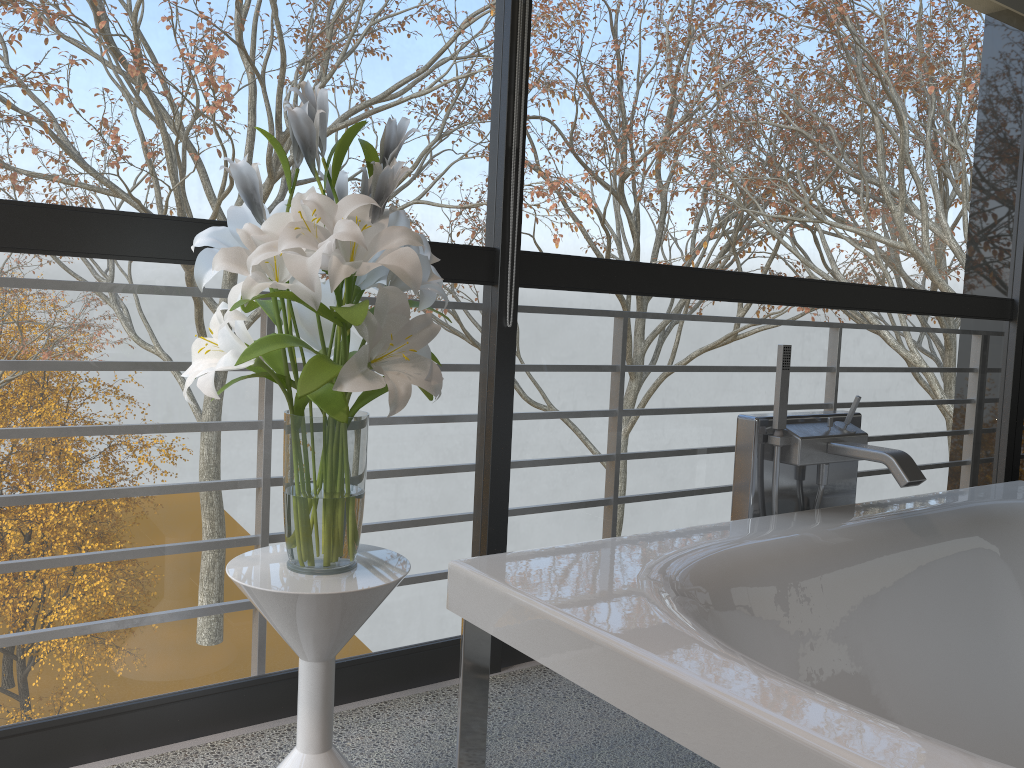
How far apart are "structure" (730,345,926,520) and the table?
0.8 meters

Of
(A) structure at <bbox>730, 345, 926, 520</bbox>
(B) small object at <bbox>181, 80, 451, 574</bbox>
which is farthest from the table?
(A) structure at <bbox>730, 345, 926, 520</bbox>

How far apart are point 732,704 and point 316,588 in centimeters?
68cm

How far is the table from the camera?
1.4 meters

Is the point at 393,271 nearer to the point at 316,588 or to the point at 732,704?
the point at 316,588

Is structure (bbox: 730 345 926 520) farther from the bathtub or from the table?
the table

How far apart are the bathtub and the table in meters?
0.1

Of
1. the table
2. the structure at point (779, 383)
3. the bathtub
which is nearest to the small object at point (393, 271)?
the table

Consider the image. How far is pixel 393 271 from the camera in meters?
1.3 m

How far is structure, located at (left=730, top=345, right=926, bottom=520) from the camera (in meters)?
1.97
